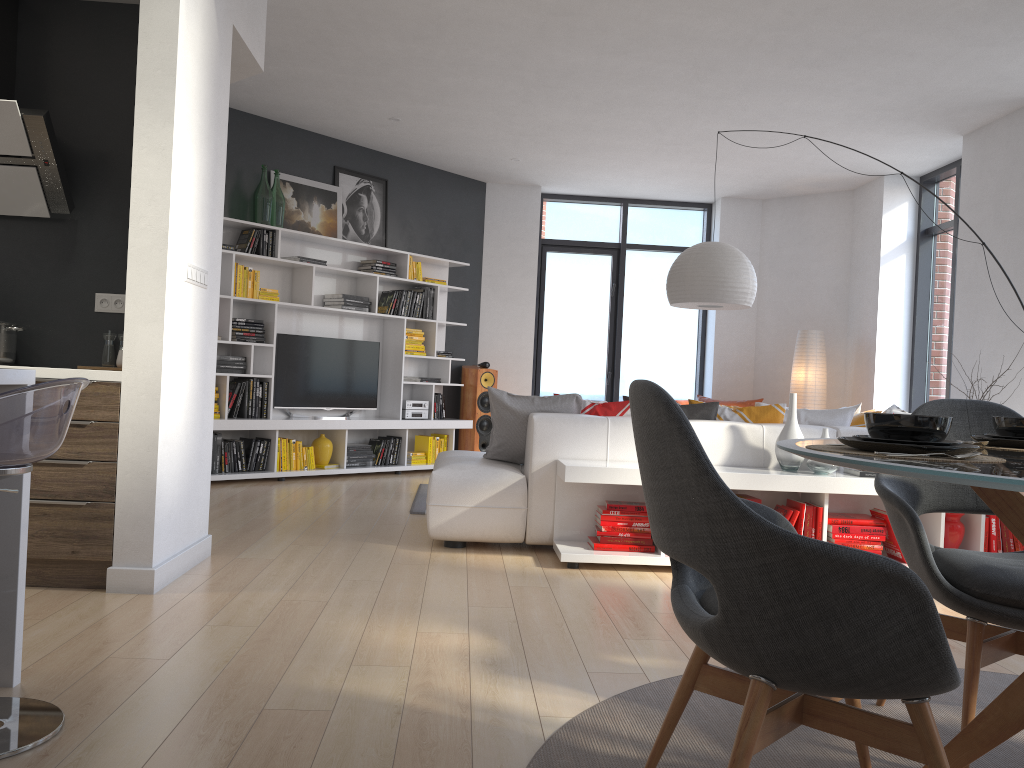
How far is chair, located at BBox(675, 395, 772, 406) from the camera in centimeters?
882cm

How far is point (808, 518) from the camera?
4.35m

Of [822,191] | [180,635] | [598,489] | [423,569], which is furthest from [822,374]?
[180,635]

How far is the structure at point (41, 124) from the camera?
3.6m

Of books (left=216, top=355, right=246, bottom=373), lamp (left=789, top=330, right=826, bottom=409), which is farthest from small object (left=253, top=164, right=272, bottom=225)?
lamp (left=789, top=330, right=826, bottom=409)

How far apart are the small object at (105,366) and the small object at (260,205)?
3.39m

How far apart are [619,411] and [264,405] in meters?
3.5 m

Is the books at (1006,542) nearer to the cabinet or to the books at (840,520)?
the books at (840,520)

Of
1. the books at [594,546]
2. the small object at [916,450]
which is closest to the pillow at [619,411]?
the books at [594,546]

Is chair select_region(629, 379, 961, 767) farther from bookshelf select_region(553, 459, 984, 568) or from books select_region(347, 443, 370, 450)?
books select_region(347, 443, 370, 450)
